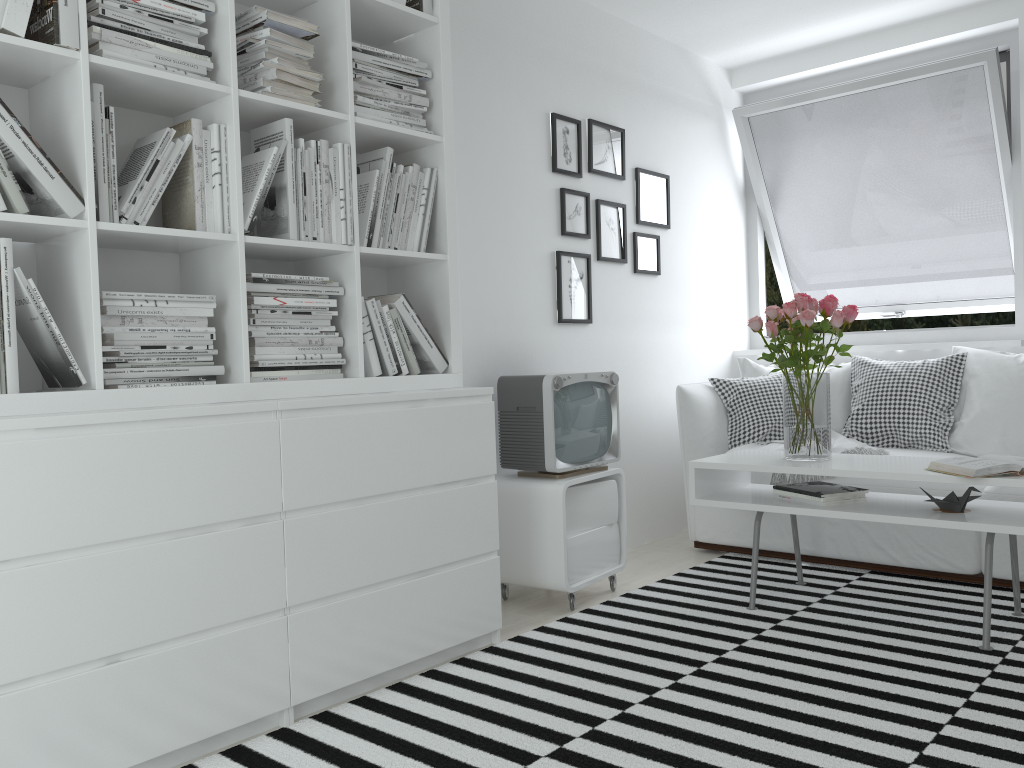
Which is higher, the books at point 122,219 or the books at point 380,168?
the books at point 380,168

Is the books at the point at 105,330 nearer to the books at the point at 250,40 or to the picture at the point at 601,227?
the books at the point at 250,40

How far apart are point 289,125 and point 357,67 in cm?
37

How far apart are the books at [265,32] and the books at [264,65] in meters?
0.1

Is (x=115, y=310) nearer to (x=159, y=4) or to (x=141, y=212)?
(x=141, y=212)

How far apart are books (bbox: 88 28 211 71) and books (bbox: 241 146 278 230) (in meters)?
0.39

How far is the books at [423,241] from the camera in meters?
2.8

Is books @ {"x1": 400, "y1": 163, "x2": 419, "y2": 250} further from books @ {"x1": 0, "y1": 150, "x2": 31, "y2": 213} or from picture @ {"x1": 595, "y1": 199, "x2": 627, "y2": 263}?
picture @ {"x1": 595, "y1": 199, "x2": 627, "y2": 263}

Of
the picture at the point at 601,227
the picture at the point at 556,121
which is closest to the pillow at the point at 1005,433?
the picture at the point at 601,227

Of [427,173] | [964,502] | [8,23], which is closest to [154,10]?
[8,23]
